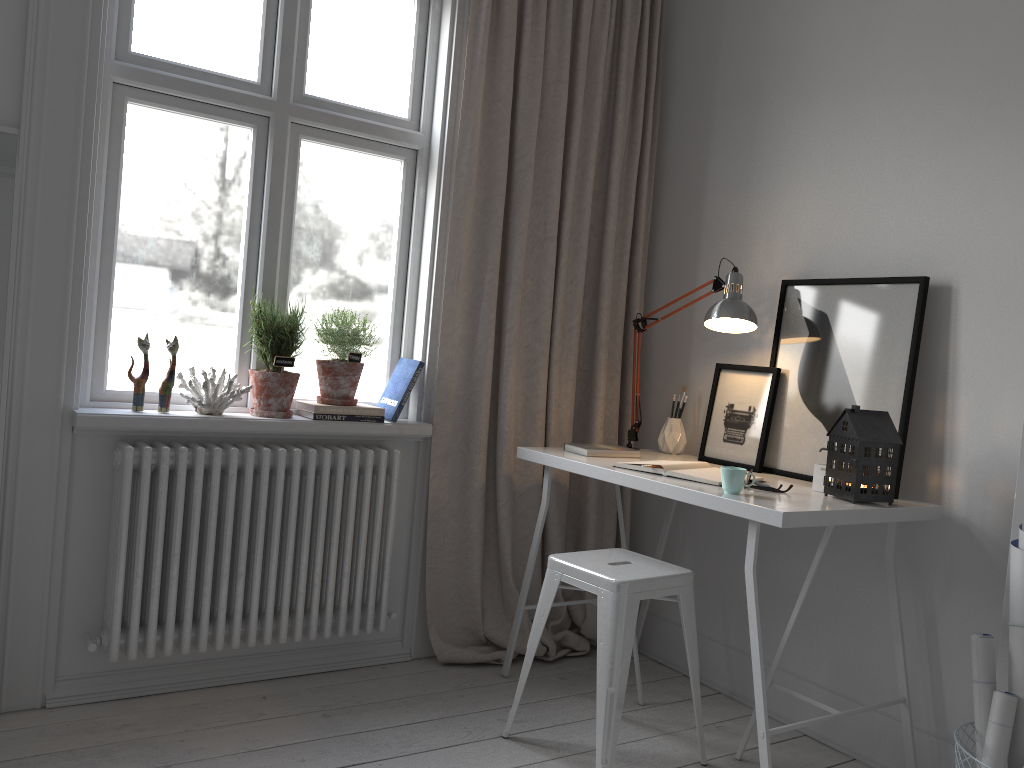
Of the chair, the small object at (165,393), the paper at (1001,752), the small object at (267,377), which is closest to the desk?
the chair

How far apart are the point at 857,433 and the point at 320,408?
1.6 meters

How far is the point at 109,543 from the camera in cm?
251

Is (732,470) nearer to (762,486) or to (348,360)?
(762,486)

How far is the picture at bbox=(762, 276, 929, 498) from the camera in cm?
246

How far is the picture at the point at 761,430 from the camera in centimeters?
279cm

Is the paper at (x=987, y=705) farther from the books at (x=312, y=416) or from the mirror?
the mirror

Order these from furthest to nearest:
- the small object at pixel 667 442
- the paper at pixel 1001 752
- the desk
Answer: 1. the small object at pixel 667 442
2. the desk
3. the paper at pixel 1001 752

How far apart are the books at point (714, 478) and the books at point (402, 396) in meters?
0.8 m

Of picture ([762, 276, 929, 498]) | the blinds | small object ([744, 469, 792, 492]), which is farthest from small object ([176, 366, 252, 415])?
picture ([762, 276, 929, 498])
